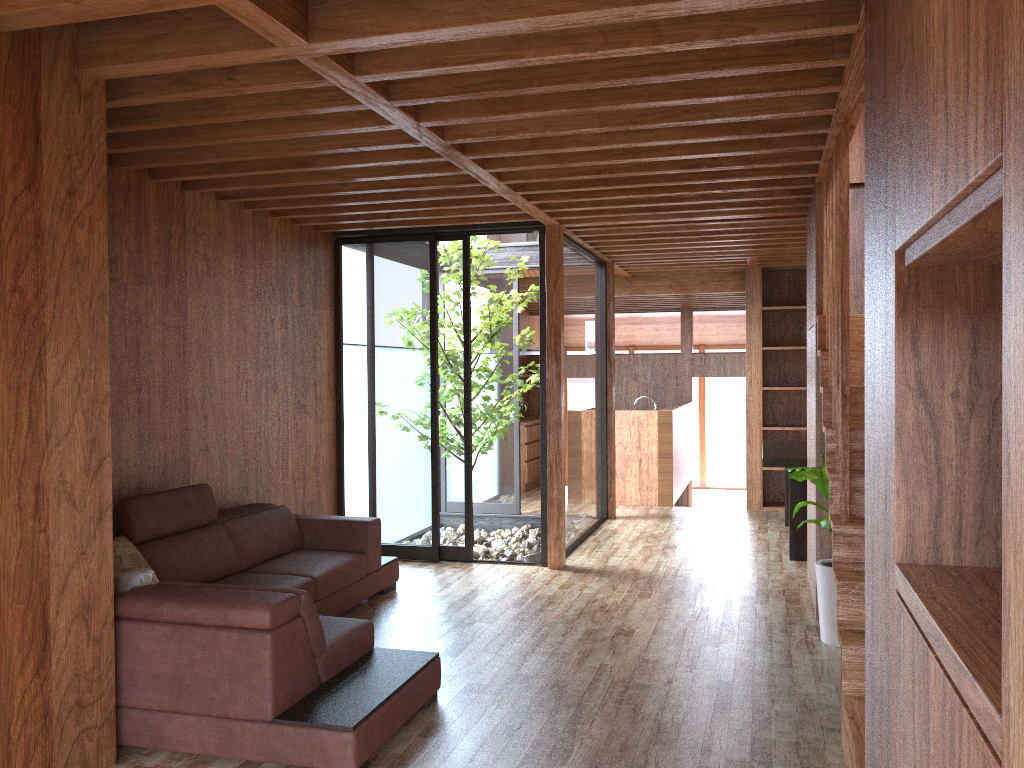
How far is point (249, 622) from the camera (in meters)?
2.91

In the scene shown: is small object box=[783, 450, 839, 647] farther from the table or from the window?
the window

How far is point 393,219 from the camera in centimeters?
565cm

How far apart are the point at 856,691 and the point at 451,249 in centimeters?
403cm

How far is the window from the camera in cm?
617

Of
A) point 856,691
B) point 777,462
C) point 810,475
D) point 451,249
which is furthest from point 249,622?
point 777,462

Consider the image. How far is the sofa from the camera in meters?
2.9 m

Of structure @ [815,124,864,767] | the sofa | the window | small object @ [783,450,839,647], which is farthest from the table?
the sofa

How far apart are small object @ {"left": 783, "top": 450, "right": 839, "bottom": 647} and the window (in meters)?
2.33

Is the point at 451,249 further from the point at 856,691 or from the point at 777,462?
the point at 856,691
